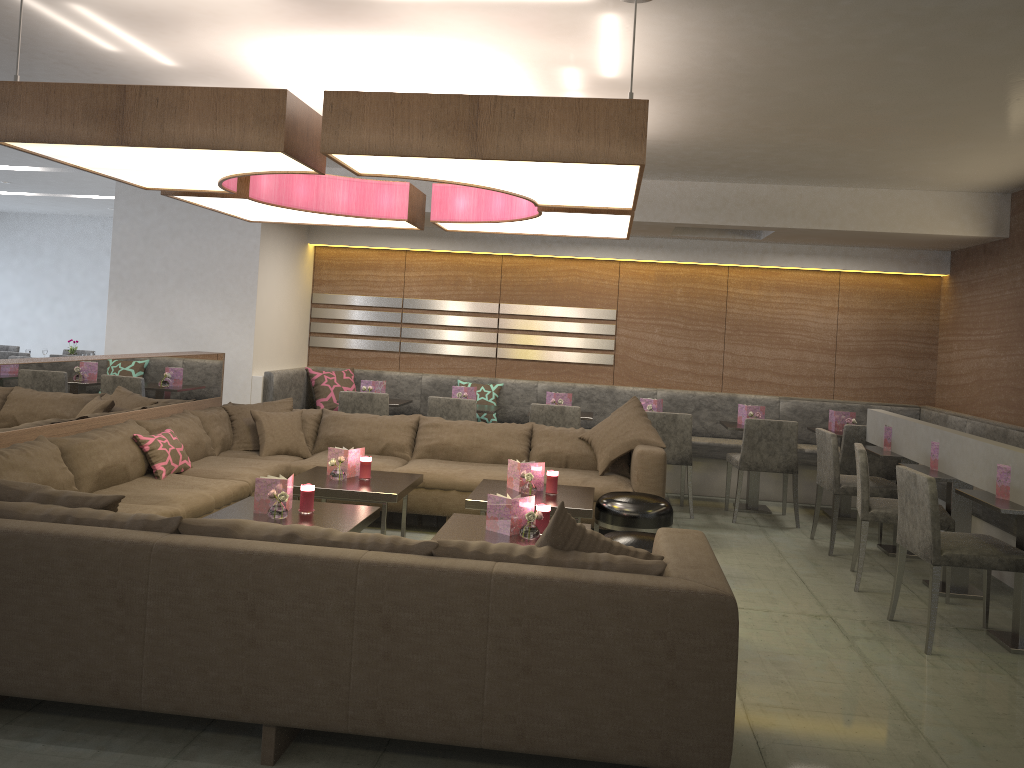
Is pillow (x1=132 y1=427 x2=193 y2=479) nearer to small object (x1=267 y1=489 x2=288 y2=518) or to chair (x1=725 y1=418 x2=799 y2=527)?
small object (x1=267 y1=489 x2=288 y2=518)

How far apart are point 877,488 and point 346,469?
3.3m

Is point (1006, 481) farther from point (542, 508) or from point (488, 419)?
point (488, 419)

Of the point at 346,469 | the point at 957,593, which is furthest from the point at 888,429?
the point at 346,469

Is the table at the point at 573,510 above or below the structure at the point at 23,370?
below

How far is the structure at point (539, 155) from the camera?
3.02m

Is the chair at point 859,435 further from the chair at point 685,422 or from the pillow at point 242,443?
the pillow at point 242,443

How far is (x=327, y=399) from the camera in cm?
770

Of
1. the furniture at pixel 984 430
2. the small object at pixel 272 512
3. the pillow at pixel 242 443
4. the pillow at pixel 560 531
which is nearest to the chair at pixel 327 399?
the furniture at pixel 984 430

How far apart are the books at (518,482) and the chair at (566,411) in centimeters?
161cm
